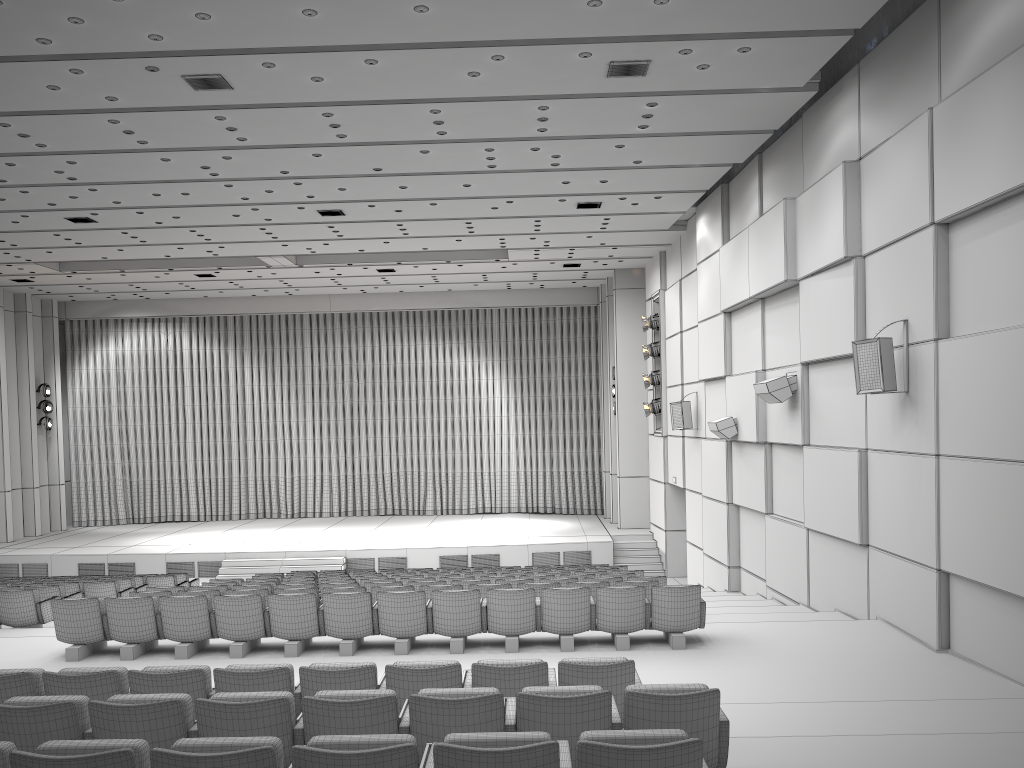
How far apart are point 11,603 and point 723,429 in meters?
10.4

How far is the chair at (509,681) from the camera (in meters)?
5.45

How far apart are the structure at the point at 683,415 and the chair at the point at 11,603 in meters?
11.1

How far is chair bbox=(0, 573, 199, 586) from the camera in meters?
16.5

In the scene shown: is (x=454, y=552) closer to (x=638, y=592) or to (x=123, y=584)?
(x=123, y=584)

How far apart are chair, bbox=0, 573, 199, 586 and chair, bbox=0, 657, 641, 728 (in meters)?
11.27

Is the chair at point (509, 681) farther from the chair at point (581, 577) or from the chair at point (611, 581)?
the chair at point (581, 577)

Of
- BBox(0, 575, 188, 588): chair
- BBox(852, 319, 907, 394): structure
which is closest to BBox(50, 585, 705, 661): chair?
BBox(852, 319, 907, 394): structure

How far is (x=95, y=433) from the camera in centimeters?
2623cm

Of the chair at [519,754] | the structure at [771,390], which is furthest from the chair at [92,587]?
the chair at [519,754]
